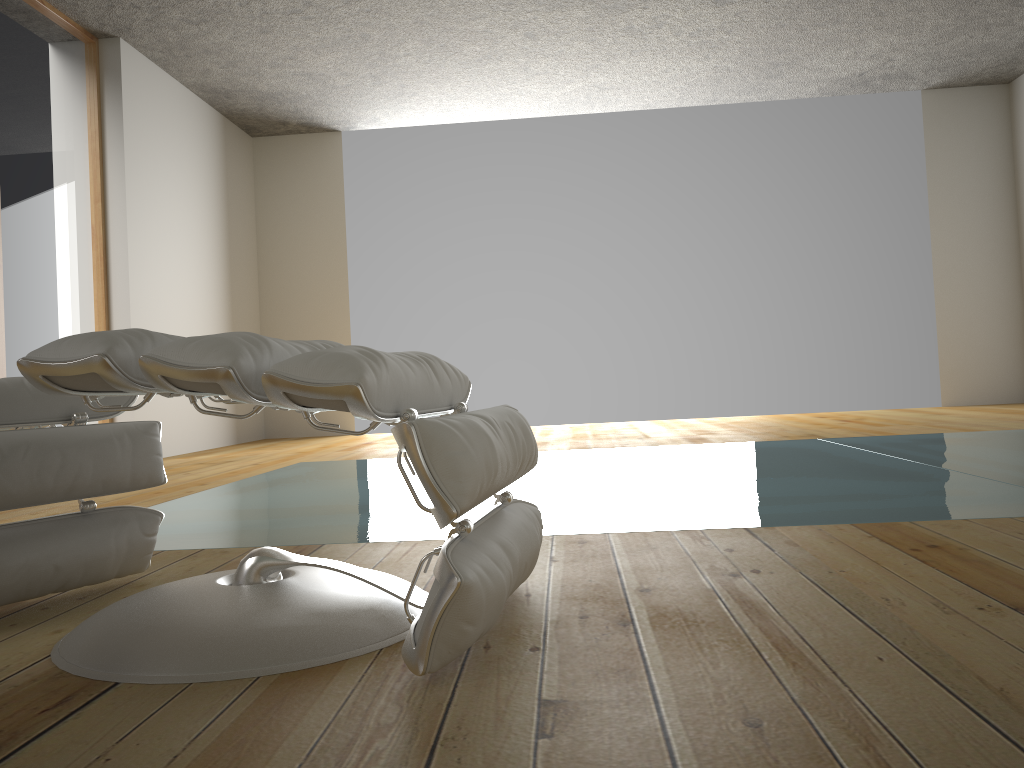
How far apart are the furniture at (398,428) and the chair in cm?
25

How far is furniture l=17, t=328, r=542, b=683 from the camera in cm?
102

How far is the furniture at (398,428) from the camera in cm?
102

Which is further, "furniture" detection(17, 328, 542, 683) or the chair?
the chair

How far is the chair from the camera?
1.43m

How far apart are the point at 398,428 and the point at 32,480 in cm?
78

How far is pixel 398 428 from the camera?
1.0m

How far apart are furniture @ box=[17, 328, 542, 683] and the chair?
0.2m

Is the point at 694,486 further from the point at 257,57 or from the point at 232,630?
the point at 257,57

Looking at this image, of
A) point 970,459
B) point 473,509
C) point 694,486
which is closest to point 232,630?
point 473,509
